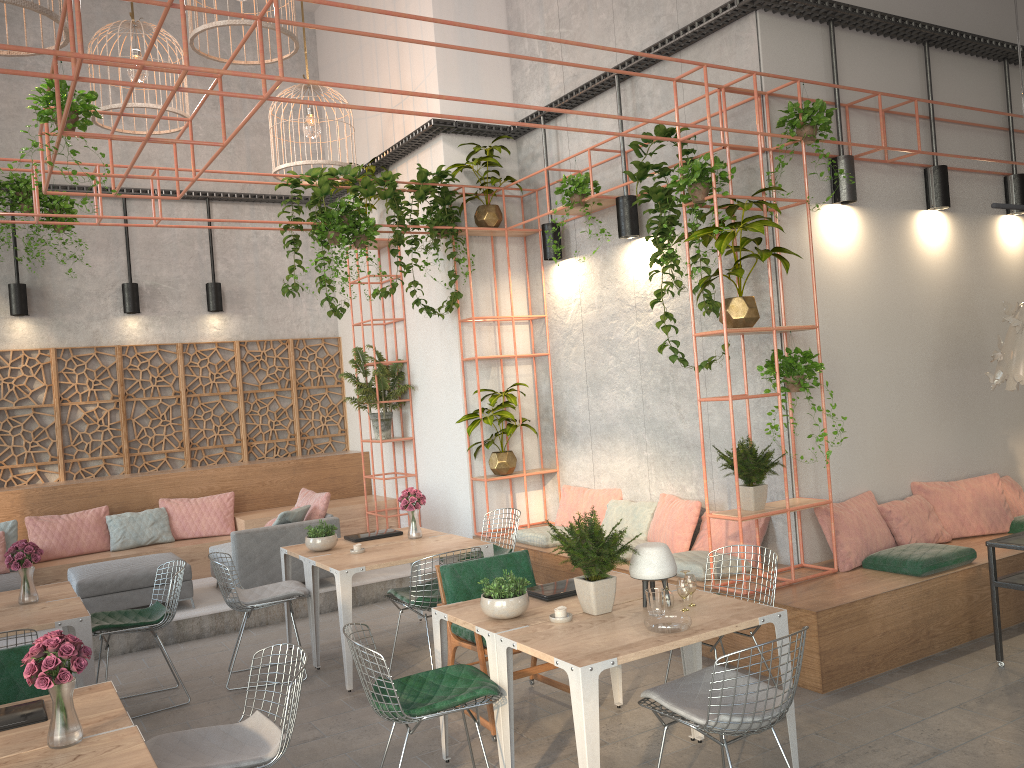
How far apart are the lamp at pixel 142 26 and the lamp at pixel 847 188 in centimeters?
591cm

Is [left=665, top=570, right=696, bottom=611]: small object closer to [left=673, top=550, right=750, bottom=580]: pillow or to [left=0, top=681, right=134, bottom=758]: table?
[left=673, top=550, right=750, bottom=580]: pillow

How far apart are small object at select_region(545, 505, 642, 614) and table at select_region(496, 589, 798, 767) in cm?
3

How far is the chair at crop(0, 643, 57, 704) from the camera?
4.2 meters

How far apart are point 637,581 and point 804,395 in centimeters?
247cm

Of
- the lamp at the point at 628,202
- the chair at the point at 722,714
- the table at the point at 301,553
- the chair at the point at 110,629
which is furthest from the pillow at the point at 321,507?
the chair at the point at 722,714

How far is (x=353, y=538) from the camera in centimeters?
717cm

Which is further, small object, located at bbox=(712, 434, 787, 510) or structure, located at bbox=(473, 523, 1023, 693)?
small object, located at bbox=(712, 434, 787, 510)

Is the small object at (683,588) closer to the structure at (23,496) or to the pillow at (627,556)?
the pillow at (627,556)

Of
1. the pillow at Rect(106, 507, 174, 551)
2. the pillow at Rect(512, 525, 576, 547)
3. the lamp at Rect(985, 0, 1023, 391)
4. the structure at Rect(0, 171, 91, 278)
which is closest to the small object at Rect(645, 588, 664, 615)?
the lamp at Rect(985, 0, 1023, 391)
